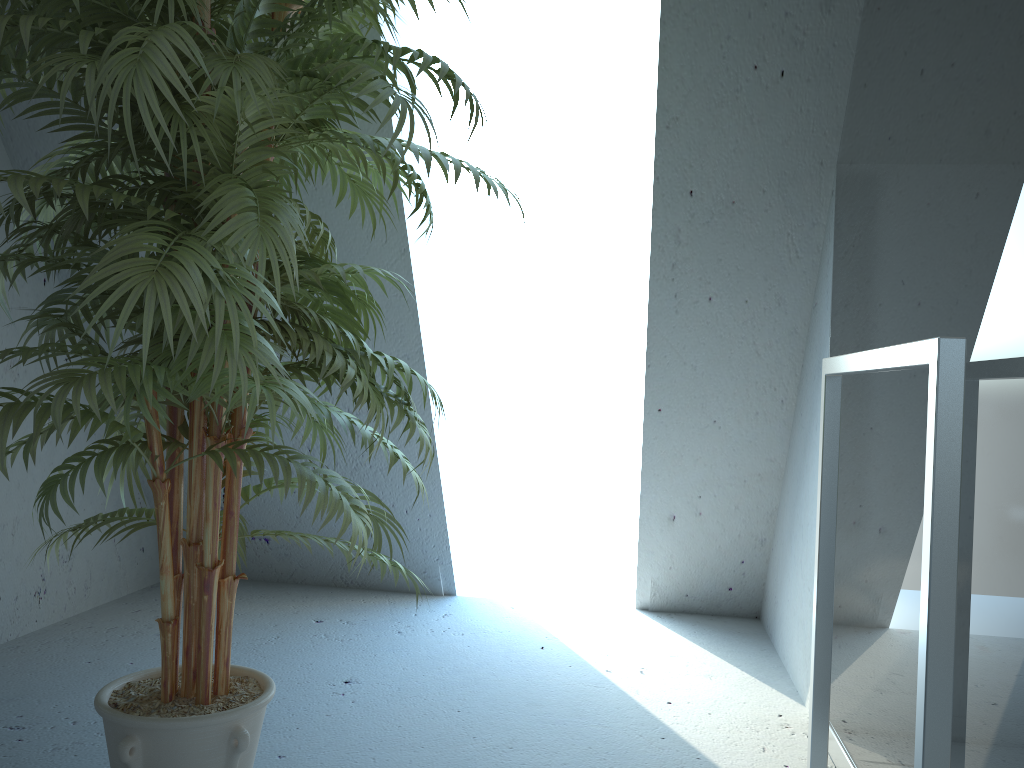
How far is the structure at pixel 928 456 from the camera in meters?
1.0 m

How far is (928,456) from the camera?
1.0m

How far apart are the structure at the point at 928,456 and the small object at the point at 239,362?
0.7m

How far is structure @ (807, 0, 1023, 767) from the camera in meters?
1.0

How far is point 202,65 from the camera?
1.11m

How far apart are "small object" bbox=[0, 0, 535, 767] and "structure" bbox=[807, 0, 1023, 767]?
0.66m

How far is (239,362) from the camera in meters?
1.1

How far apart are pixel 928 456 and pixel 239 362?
0.81m
